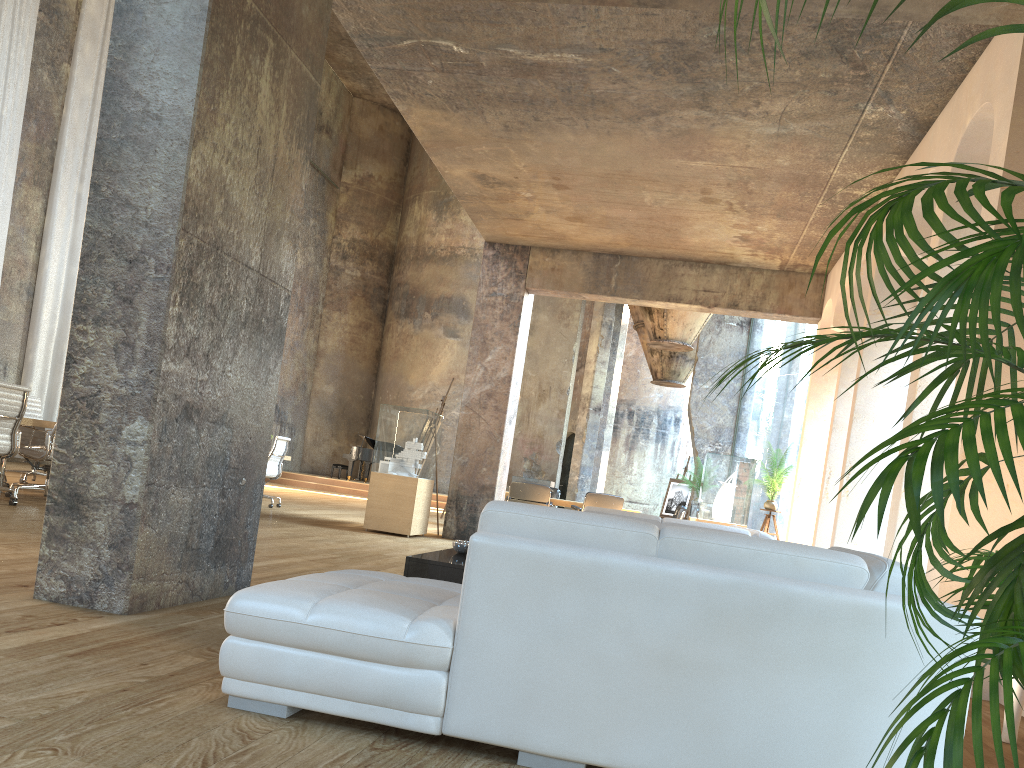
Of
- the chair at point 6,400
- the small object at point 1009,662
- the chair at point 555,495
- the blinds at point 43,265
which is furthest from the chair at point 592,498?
the small object at point 1009,662

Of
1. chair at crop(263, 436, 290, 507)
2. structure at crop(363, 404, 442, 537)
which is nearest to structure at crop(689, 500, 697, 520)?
structure at crop(363, 404, 442, 537)

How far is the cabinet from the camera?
4.0m

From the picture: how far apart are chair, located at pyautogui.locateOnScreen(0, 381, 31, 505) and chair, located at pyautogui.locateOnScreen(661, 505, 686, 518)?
9.2m

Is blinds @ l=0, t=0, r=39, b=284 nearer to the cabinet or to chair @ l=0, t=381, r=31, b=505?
chair @ l=0, t=381, r=31, b=505

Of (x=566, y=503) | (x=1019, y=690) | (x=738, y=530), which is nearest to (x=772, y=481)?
(x=566, y=503)

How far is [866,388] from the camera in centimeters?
784cm

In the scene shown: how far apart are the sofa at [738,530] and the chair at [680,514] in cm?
780

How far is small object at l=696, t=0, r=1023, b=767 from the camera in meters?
1.1

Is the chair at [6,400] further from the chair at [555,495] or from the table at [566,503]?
the chair at [555,495]
